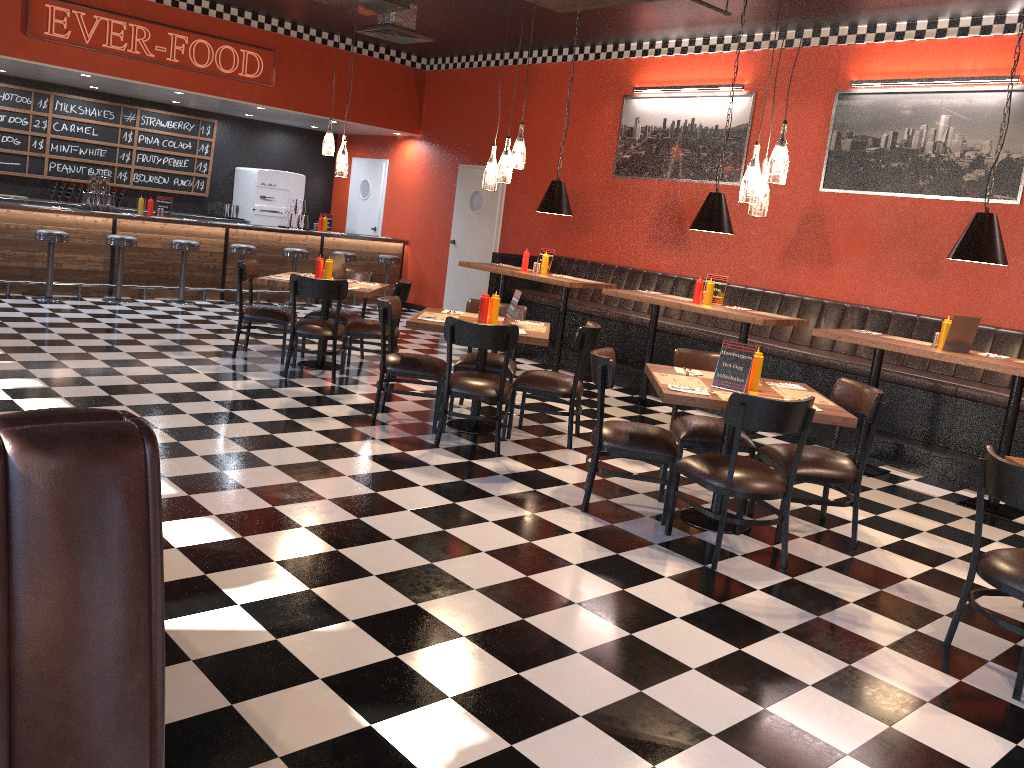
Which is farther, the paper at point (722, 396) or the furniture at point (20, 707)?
the paper at point (722, 396)

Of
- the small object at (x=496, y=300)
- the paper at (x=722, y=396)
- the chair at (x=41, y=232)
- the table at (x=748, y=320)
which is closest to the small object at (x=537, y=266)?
the table at (x=748, y=320)

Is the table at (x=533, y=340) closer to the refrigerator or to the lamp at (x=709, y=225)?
the lamp at (x=709, y=225)

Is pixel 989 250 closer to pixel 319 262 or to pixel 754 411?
pixel 754 411

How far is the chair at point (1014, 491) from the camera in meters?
3.4 m

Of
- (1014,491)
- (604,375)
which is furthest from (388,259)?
(1014,491)

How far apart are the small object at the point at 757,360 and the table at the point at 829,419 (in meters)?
0.04

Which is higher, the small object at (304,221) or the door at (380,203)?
the door at (380,203)

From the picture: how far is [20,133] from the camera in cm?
1154

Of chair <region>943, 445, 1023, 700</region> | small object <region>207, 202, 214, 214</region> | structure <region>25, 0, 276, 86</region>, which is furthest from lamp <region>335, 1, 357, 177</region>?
small object <region>207, 202, 214, 214</region>
